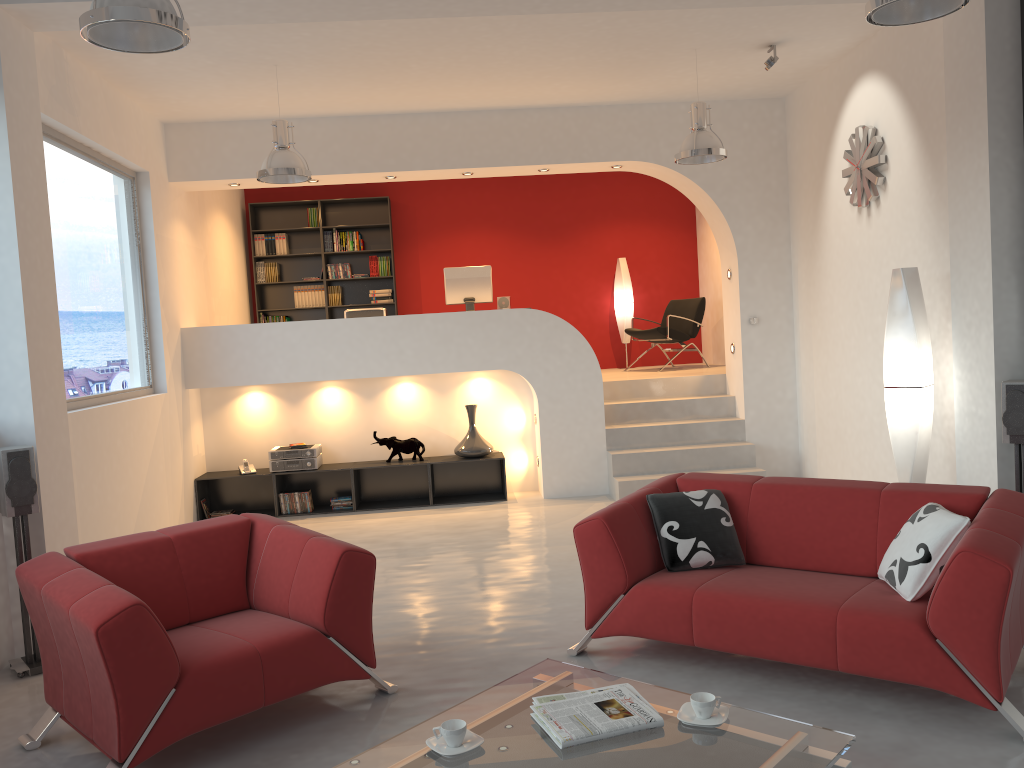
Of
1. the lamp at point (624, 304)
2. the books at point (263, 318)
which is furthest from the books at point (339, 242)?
the lamp at point (624, 304)

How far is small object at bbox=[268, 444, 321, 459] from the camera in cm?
794

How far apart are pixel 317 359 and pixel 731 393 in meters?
3.9

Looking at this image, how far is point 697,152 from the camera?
6.3m

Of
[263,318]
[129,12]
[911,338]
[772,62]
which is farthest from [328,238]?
[129,12]

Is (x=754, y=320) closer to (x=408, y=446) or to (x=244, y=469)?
(x=408, y=446)

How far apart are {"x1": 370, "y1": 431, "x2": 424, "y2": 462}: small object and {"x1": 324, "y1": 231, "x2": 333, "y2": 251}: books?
3.3m

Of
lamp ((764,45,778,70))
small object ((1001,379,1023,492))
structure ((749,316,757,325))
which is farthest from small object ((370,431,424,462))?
small object ((1001,379,1023,492))

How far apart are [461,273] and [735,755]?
6.4m

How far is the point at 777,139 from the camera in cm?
805
